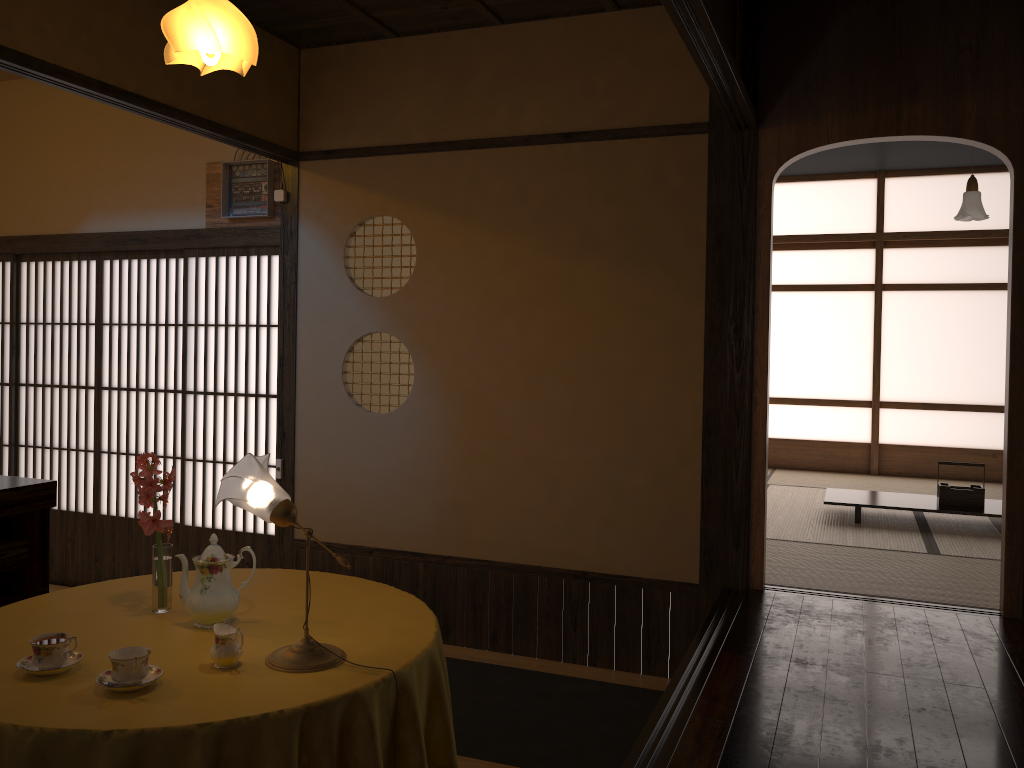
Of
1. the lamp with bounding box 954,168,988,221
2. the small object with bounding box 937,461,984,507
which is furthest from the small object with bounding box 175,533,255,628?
the lamp with bounding box 954,168,988,221

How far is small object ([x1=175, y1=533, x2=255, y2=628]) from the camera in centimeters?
242cm

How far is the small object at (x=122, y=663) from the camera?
A: 1.99m

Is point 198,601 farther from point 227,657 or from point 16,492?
point 16,492

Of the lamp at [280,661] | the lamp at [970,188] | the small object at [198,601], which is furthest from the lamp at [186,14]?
the lamp at [970,188]

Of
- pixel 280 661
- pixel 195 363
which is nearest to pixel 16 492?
pixel 280 661

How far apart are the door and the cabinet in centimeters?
166cm

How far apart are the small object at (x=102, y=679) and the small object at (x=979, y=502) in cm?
486

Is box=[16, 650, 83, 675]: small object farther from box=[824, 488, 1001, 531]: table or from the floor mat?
box=[824, 488, 1001, 531]: table

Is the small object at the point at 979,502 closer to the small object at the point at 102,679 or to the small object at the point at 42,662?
the small object at the point at 102,679
